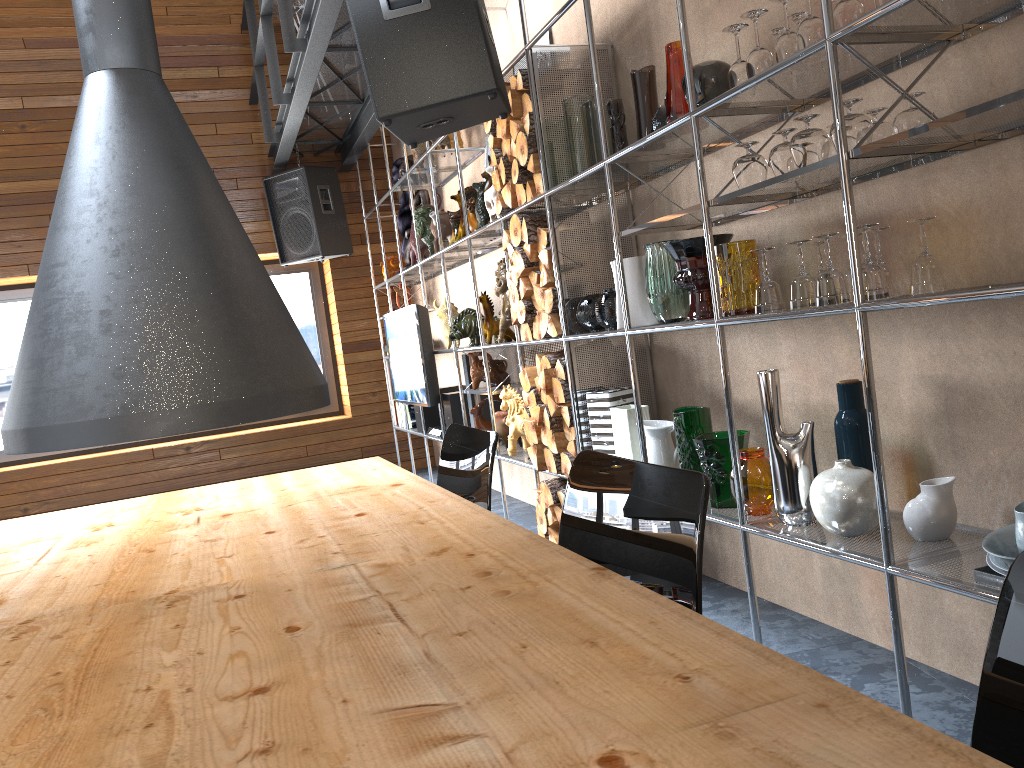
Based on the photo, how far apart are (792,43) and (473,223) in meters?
2.7

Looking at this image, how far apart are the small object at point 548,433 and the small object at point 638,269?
0.8m

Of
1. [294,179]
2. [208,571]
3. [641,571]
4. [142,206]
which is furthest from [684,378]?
[294,179]

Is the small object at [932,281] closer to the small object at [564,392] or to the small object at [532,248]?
the small object at [564,392]

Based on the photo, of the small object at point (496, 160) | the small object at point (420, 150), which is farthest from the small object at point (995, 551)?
the small object at point (420, 150)

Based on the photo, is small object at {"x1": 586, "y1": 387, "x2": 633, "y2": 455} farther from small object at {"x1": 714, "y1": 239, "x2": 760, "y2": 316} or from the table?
the table

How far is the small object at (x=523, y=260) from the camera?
3.69m

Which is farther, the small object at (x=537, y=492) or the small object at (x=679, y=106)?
the small object at (x=537, y=492)

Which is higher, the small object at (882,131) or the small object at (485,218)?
the small object at (485,218)

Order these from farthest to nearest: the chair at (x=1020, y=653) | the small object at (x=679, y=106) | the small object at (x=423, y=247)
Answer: the small object at (x=423, y=247) → the small object at (x=679, y=106) → the chair at (x=1020, y=653)
